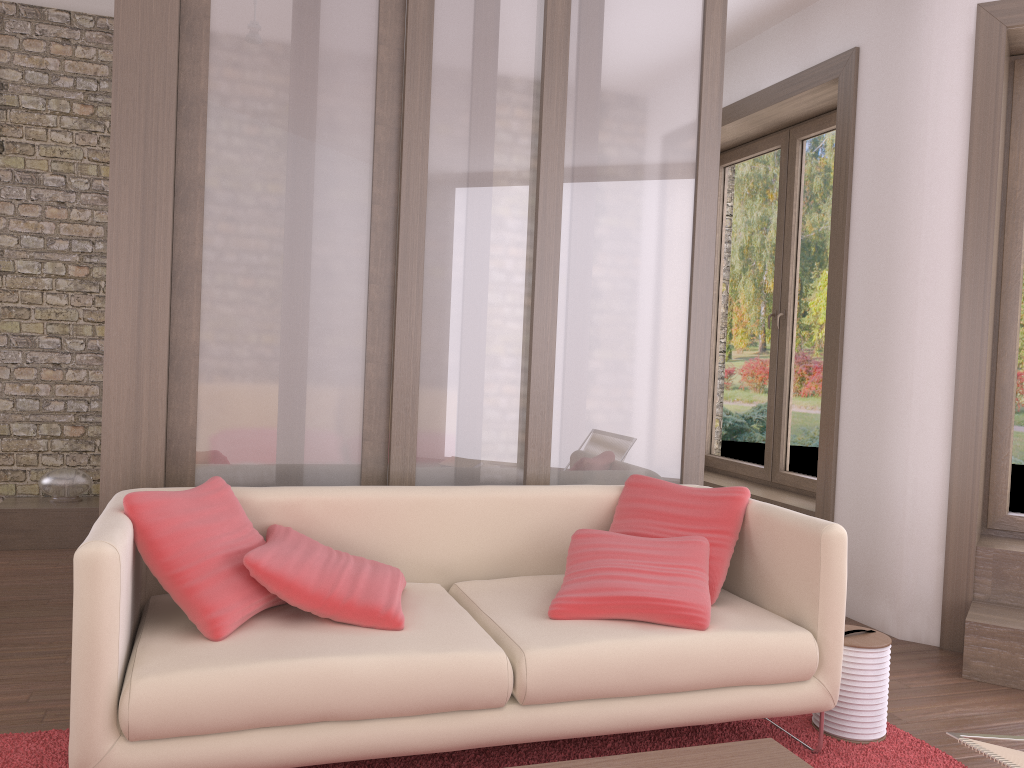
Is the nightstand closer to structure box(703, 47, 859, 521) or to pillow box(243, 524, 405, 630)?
pillow box(243, 524, 405, 630)

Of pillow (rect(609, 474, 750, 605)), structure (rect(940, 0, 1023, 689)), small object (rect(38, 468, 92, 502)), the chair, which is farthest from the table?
small object (rect(38, 468, 92, 502))

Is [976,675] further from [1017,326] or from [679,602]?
[679,602]

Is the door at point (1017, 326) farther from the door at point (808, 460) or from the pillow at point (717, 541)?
the pillow at point (717, 541)

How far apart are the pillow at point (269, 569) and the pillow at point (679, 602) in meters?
0.5

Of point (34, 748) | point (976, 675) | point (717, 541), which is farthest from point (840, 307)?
point (34, 748)

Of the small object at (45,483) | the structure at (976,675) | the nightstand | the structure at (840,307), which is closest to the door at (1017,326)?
the structure at (976,675)

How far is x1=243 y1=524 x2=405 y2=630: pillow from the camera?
2.5 meters

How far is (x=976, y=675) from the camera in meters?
3.6 m

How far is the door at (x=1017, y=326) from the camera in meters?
4.2 m
